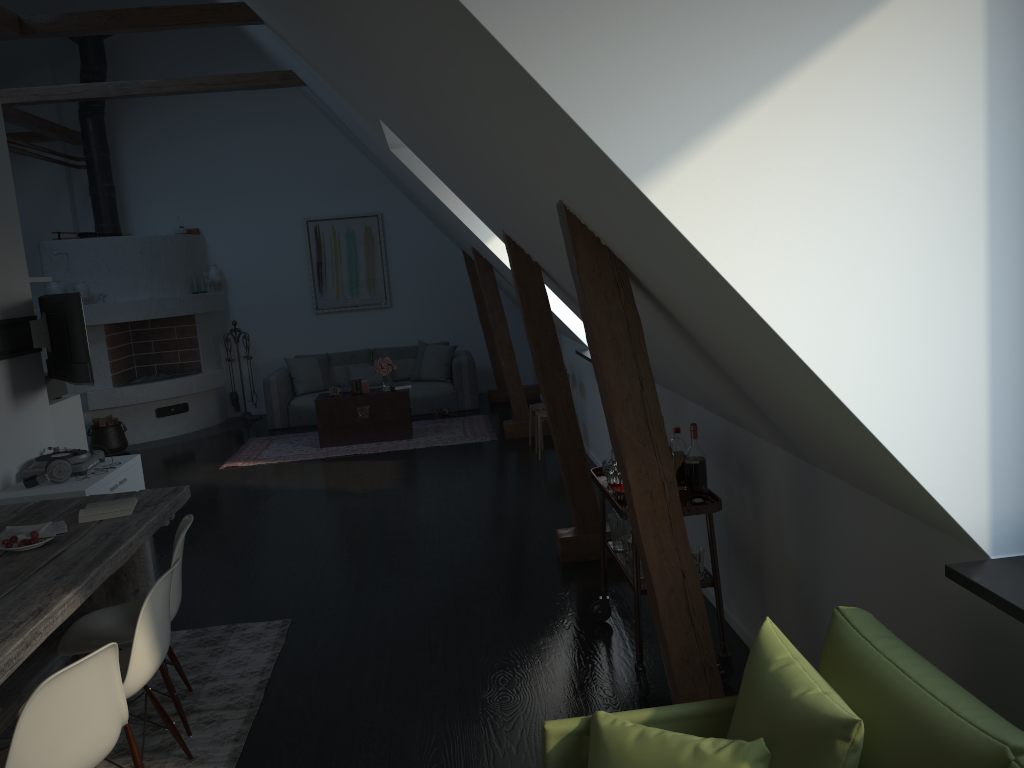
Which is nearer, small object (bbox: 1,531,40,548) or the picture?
small object (bbox: 1,531,40,548)

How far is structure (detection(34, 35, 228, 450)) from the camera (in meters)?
9.69

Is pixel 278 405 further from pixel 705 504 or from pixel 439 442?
pixel 705 504

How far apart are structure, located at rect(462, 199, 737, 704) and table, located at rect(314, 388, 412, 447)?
1.0m

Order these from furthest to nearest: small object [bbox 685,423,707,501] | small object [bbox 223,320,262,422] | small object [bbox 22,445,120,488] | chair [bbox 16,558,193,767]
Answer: small object [bbox 223,320,262,422]
small object [bbox 22,445,120,488]
small object [bbox 685,423,707,501]
chair [bbox 16,558,193,767]

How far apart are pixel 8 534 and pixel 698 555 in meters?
2.7

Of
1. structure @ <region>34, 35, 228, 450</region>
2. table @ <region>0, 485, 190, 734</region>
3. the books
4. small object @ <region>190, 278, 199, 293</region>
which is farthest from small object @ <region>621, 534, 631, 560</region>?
small object @ <region>190, 278, 199, 293</region>

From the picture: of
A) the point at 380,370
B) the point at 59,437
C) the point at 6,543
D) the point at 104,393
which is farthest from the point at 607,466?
the point at 104,393

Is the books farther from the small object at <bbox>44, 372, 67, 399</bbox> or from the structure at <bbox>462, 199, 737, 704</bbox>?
the small object at <bbox>44, 372, 67, 399</bbox>

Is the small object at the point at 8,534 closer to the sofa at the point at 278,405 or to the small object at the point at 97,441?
the small object at the point at 97,441
